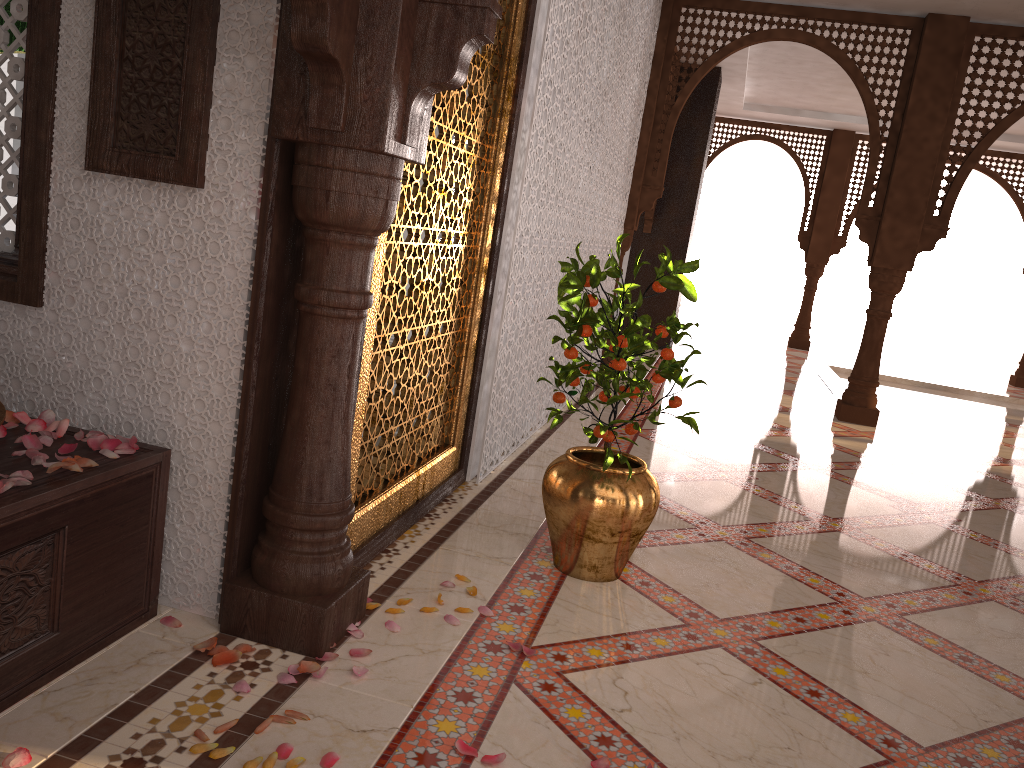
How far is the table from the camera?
1.6 meters

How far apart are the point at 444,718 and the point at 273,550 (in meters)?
0.54

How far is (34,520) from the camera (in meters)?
1.62

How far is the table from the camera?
1.6m

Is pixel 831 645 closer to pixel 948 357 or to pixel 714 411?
pixel 714 411

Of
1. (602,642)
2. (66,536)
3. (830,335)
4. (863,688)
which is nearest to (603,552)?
(602,642)
